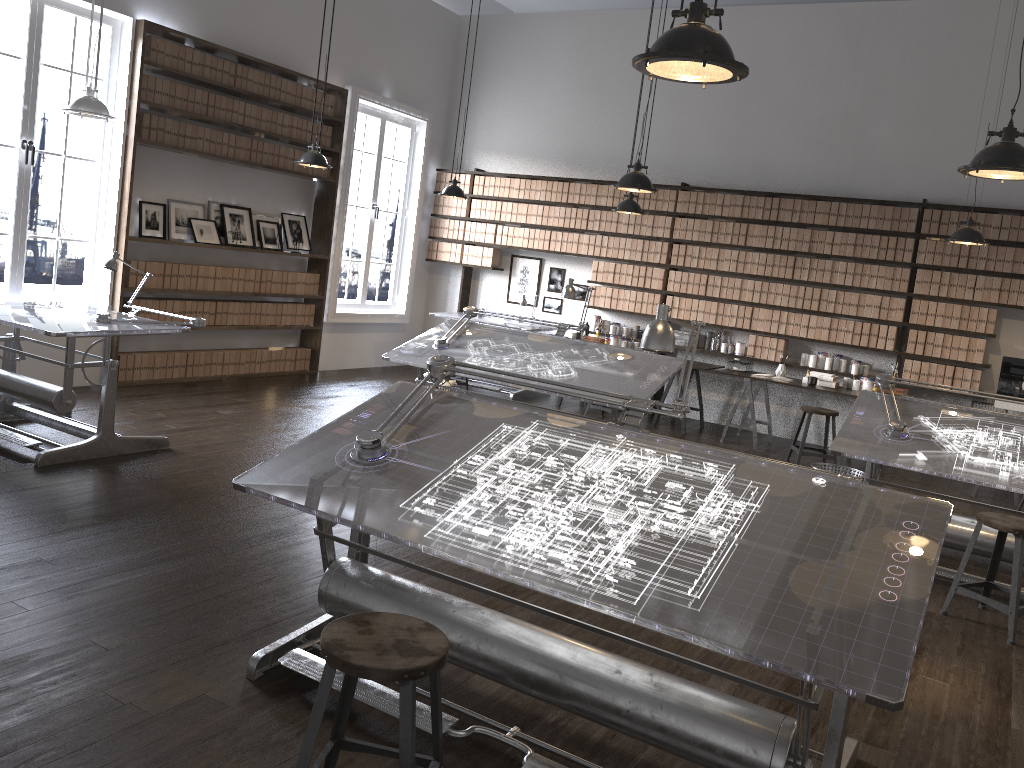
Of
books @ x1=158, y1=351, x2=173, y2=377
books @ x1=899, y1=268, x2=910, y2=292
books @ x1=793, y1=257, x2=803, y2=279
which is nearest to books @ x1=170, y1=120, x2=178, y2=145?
books @ x1=158, y1=351, x2=173, y2=377

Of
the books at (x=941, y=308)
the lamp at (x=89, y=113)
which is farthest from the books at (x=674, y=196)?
the lamp at (x=89, y=113)

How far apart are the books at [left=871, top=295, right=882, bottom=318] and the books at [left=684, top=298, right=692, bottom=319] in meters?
1.8

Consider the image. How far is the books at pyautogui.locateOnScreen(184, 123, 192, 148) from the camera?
7.6m

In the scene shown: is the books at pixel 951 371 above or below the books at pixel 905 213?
below

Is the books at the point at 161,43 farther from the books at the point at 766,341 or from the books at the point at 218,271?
the books at the point at 766,341

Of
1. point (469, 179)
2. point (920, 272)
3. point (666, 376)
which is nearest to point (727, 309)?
point (920, 272)

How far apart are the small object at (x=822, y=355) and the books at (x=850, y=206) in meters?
1.3

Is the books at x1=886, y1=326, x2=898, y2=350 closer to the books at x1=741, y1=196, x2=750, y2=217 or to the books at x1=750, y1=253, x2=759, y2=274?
the books at x1=750, y1=253, x2=759, y2=274

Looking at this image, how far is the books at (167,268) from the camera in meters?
7.7
